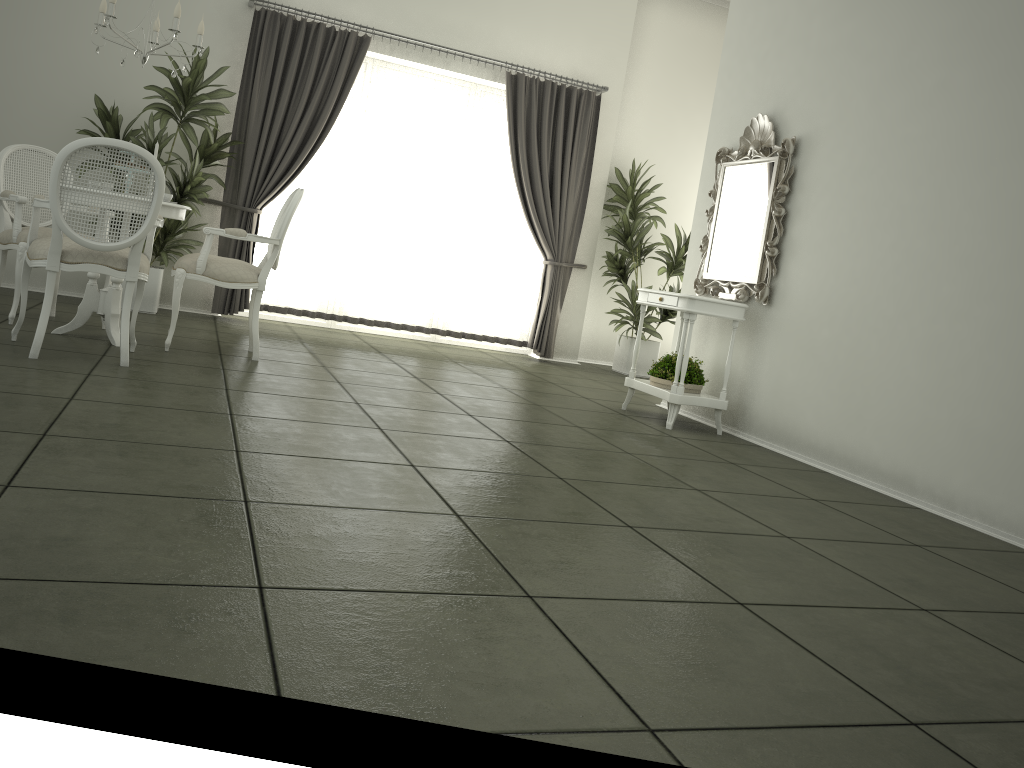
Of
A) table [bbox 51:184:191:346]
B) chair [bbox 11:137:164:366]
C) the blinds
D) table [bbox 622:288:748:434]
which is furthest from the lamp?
table [bbox 622:288:748:434]

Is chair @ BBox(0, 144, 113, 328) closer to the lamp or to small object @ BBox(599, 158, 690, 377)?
the lamp

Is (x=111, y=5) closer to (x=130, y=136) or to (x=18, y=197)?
(x=18, y=197)

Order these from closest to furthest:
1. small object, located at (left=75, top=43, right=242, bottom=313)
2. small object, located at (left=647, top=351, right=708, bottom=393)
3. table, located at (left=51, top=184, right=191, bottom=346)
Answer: table, located at (left=51, top=184, right=191, bottom=346) → small object, located at (left=647, top=351, right=708, bottom=393) → small object, located at (left=75, top=43, right=242, bottom=313)

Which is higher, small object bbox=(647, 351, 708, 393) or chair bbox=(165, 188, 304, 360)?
chair bbox=(165, 188, 304, 360)

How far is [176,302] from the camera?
5.0m

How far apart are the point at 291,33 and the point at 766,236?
4.31m

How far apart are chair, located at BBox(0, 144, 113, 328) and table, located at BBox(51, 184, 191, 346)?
0.3 meters

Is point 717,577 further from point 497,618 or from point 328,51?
point 328,51

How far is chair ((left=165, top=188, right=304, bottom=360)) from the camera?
5.0 meters
